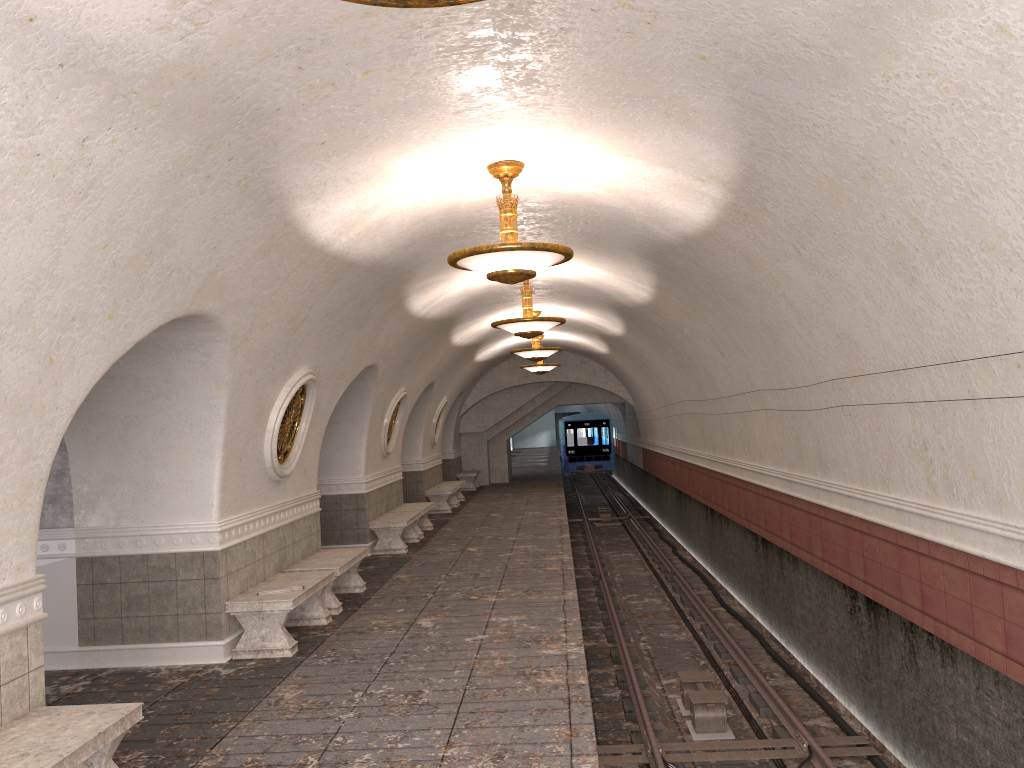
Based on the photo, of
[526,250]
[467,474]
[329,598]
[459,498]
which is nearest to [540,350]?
[459,498]

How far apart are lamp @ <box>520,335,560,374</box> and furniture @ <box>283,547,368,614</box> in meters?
10.8 m

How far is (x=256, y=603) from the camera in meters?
7.8 m

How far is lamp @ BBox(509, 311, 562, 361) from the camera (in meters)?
16.31

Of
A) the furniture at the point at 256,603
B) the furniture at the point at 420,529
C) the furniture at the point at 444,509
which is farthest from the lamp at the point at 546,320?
the furniture at the point at 444,509

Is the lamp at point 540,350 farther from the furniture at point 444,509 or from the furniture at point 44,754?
the furniture at point 44,754

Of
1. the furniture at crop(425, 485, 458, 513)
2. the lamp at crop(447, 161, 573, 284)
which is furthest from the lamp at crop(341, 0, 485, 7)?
the furniture at crop(425, 485, 458, 513)

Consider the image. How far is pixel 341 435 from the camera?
13.75m

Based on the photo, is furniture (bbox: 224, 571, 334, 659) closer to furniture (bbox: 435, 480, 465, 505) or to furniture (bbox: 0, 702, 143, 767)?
furniture (bbox: 0, 702, 143, 767)

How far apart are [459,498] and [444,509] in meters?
2.9
